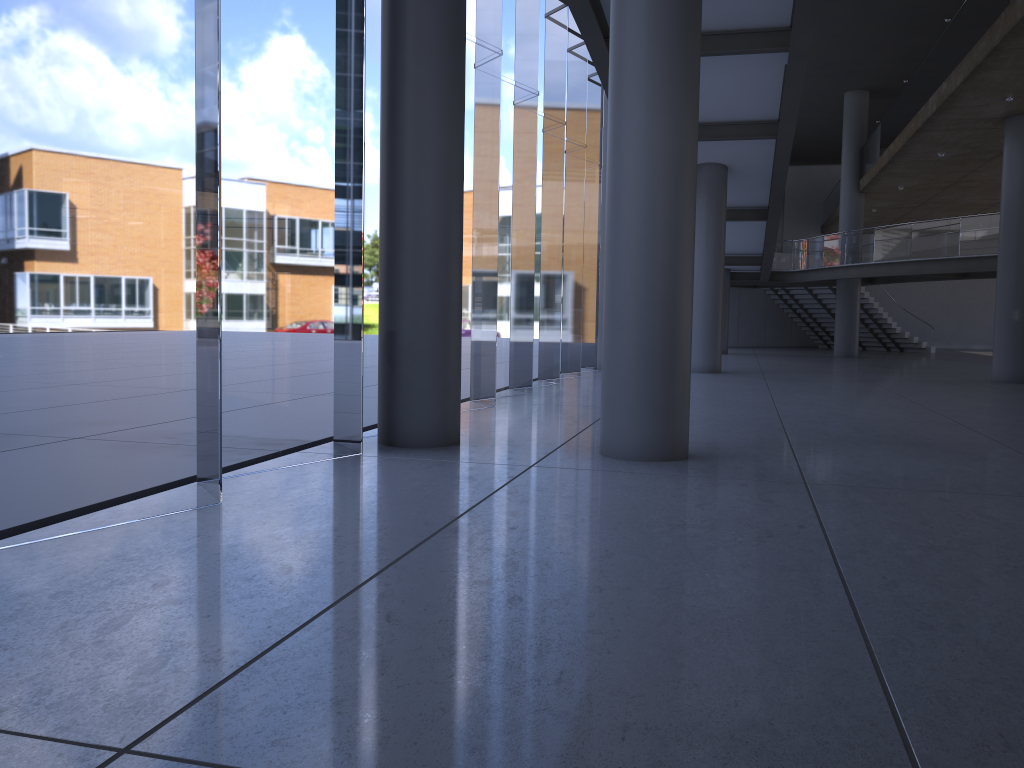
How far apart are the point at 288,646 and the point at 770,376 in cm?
1753
